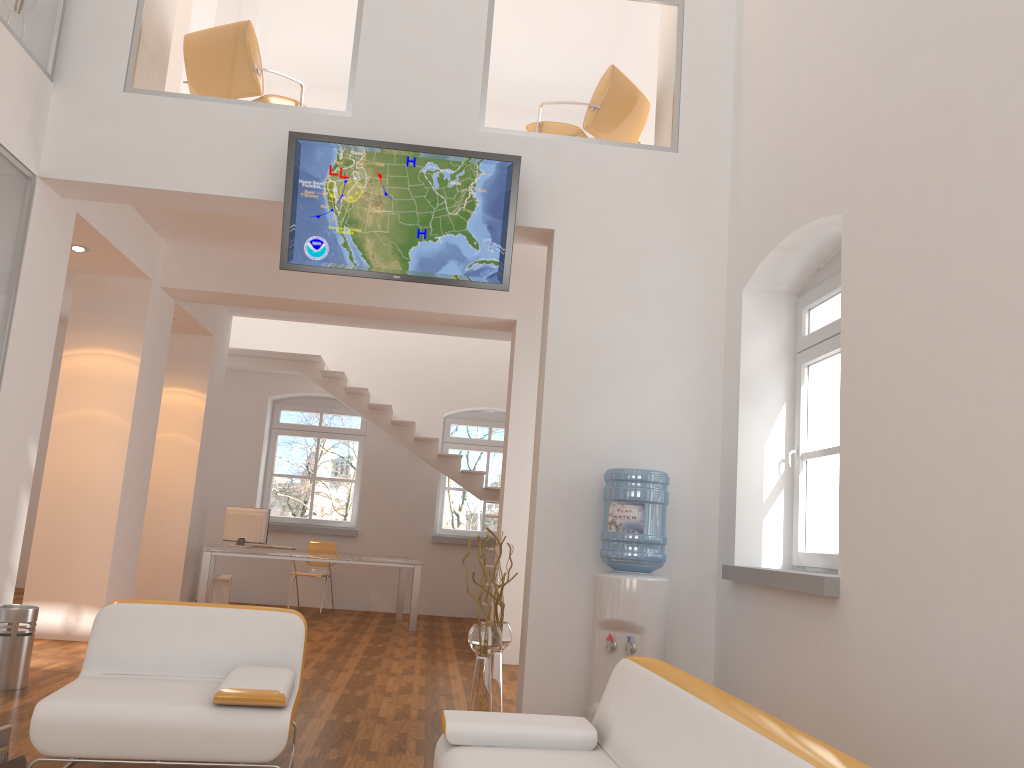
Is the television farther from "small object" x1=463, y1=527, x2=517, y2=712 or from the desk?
the desk

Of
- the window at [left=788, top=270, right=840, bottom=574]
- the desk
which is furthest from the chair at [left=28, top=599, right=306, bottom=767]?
the desk

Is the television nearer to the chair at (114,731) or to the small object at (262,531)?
the chair at (114,731)

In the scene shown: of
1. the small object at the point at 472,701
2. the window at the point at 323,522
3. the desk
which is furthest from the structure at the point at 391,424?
the small object at the point at 472,701

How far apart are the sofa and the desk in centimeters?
632cm

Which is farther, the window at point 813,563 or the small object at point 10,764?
the window at point 813,563

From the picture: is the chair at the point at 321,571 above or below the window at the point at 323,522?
below

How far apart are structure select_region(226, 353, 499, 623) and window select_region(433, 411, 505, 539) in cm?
96

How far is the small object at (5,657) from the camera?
5.04m

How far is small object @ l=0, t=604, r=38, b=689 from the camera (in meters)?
5.04
